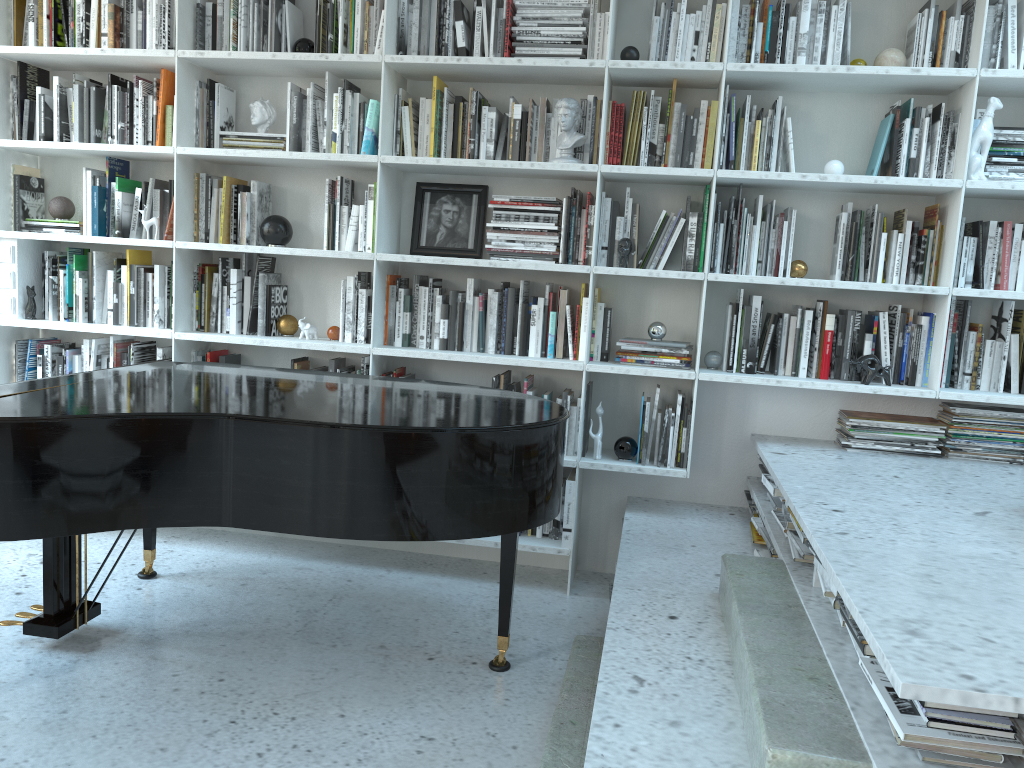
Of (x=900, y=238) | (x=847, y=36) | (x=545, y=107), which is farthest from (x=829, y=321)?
(x=545, y=107)

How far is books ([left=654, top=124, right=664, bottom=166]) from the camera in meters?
3.4

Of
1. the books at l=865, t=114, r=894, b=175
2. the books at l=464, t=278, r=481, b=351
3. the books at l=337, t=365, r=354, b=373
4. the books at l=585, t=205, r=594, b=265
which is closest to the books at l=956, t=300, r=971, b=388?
the books at l=865, t=114, r=894, b=175

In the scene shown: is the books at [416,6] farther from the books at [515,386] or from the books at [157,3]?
the books at [515,386]

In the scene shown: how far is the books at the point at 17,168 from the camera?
3.81m

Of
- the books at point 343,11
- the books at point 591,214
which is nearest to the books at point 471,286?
the books at point 591,214

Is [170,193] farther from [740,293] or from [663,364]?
[740,293]

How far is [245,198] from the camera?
3.62m

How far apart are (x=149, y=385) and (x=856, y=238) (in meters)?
2.50

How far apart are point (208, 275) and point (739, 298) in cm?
215
